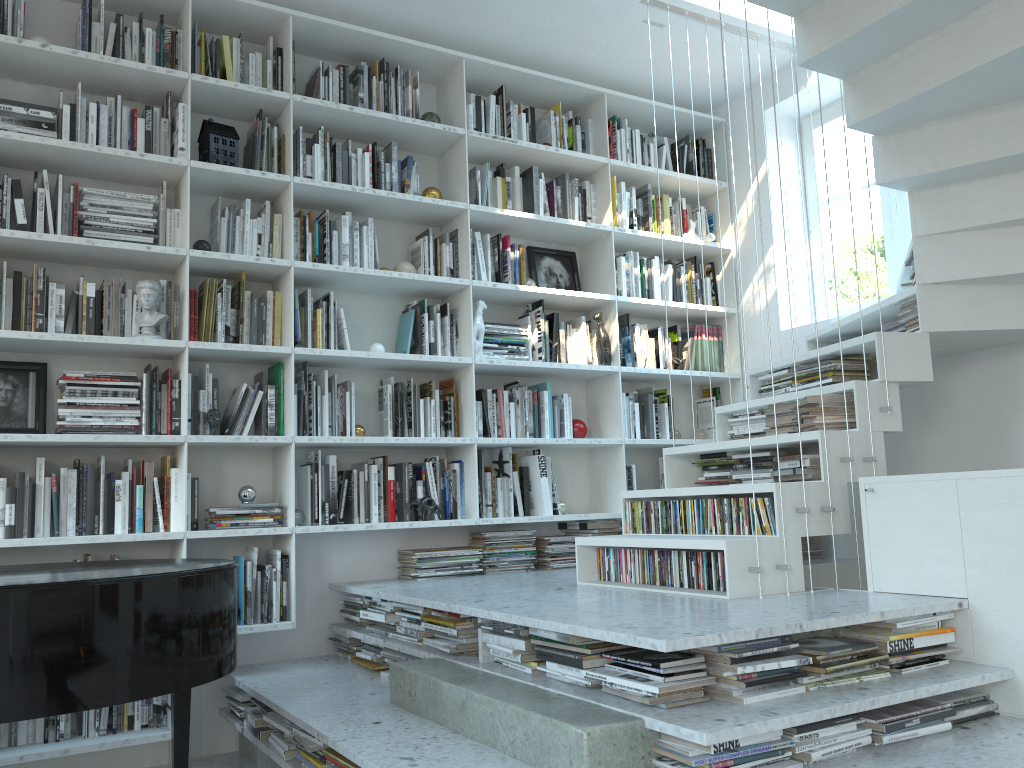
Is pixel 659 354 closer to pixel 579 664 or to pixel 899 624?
pixel 899 624

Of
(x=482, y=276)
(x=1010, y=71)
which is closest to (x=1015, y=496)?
(x=1010, y=71)

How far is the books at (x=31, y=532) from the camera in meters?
3.2 m

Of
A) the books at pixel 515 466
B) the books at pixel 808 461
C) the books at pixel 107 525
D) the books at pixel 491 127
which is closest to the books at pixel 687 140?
the books at pixel 491 127

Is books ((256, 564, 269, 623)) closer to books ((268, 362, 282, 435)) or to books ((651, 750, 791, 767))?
books ((268, 362, 282, 435))

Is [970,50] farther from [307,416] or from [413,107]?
[307,416]

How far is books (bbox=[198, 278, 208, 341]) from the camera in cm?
363

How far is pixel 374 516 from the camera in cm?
385

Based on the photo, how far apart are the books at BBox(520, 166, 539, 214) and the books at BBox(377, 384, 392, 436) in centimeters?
118cm

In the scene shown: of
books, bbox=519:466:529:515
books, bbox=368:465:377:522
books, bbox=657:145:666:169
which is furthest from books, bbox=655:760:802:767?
books, bbox=657:145:666:169
